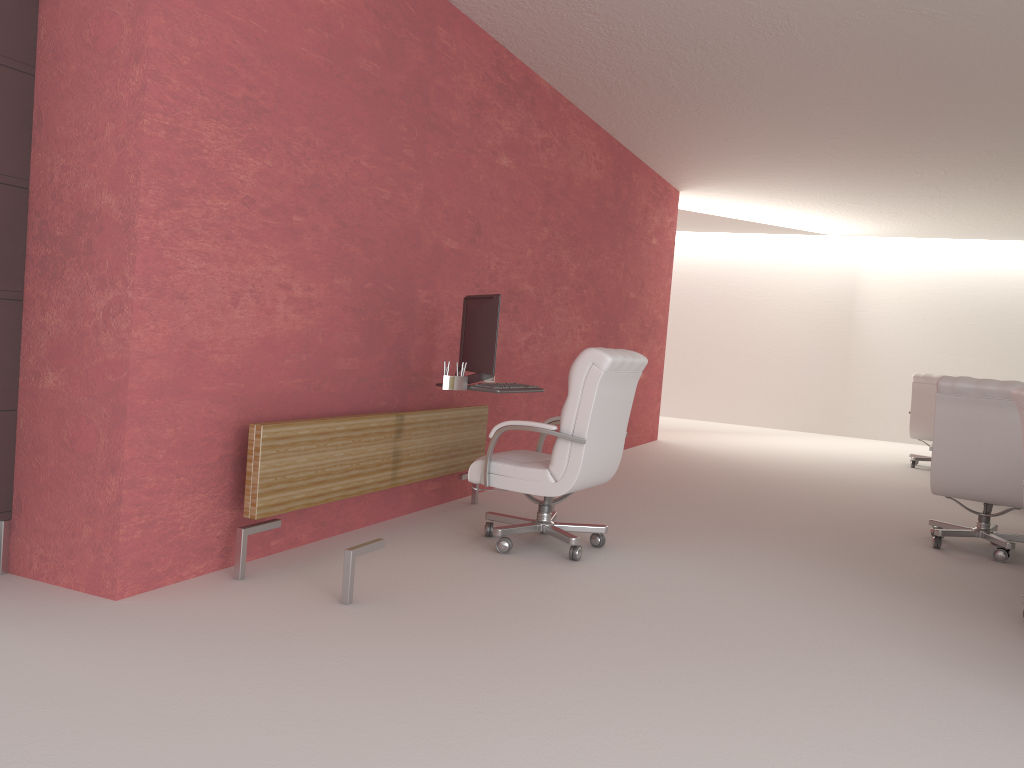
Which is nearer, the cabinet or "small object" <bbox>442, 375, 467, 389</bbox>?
the cabinet

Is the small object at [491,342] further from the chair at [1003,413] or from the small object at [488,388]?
the chair at [1003,413]

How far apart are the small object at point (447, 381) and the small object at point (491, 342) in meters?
0.1 m

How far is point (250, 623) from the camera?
4.81m

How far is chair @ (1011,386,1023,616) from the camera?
5.90m

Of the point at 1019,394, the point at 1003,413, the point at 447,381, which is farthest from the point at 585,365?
the point at 1003,413

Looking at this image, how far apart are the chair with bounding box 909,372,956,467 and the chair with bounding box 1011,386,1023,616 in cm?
941

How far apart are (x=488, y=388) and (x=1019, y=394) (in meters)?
3.72

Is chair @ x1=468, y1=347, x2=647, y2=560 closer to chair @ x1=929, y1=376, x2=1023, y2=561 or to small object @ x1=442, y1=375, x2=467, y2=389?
small object @ x1=442, y1=375, x2=467, y2=389

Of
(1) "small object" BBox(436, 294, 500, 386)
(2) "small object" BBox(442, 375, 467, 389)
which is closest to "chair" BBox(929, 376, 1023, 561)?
(1) "small object" BBox(436, 294, 500, 386)
